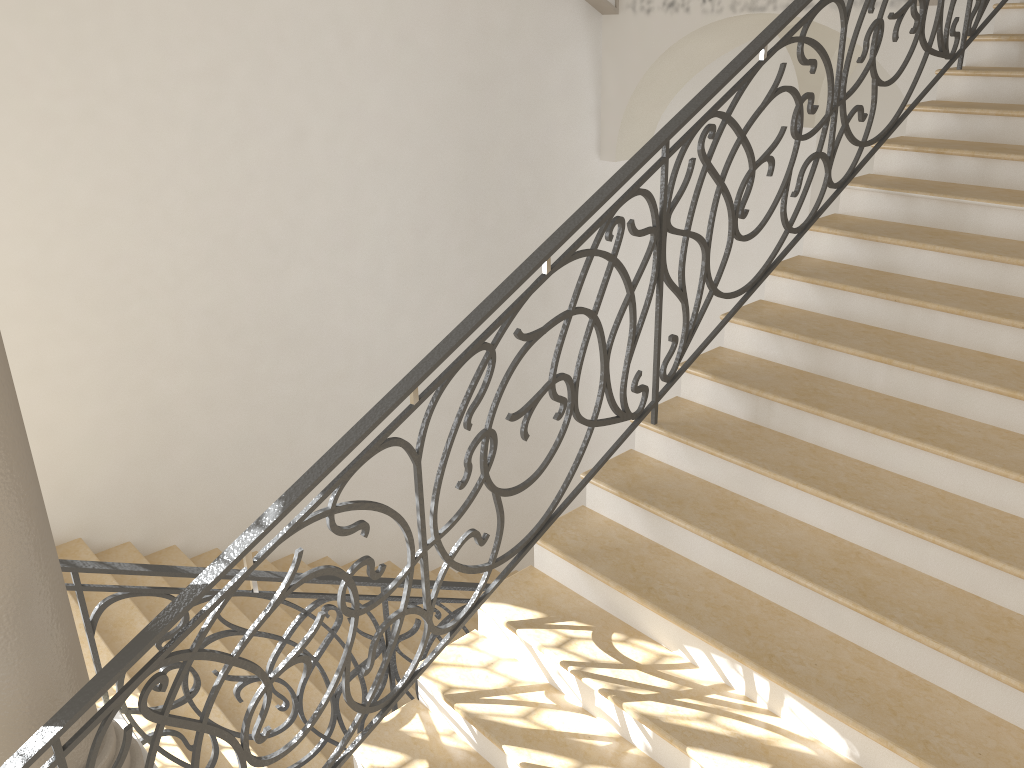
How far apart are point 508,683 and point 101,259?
4.0 meters

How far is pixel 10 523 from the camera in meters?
2.3

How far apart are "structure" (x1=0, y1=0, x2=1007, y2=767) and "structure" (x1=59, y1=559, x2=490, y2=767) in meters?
0.7 m

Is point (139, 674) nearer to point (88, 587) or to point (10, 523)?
point (10, 523)

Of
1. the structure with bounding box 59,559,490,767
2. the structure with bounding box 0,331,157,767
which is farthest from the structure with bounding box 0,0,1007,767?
the structure with bounding box 59,559,490,767

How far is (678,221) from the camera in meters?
9.4

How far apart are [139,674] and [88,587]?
0.78m

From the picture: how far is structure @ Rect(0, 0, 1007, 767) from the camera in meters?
2.4

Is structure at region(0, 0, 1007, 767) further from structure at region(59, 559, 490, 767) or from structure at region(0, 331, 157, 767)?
structure at region(59, 559, 490, 767)

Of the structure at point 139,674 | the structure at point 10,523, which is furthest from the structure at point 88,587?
the structure at point 139,674
